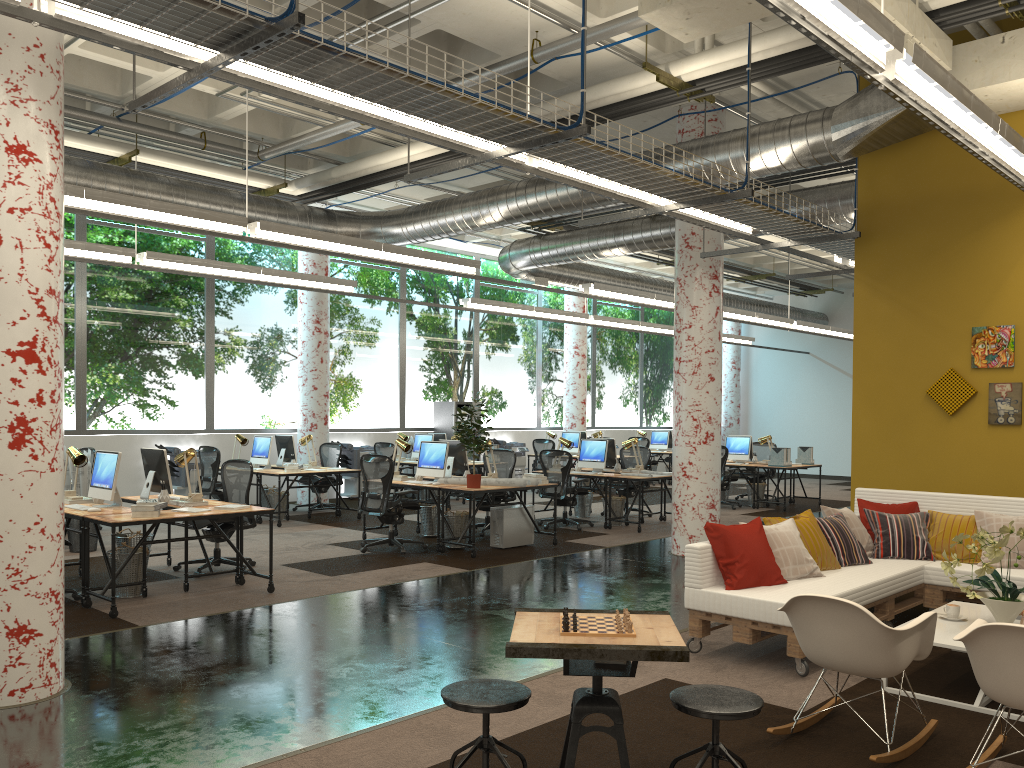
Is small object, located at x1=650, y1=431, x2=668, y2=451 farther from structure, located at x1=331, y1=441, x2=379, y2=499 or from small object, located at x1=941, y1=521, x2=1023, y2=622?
small object, located at x1=941, y1=521, x2=1023, y2=622

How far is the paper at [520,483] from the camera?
9.8 meters

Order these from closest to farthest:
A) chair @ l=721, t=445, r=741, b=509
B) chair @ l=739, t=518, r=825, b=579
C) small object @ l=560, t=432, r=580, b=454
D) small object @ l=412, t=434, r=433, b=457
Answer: chair @ l=739, t=518, r=825, b=579
chair @ l=721, t=445, r=741, b=509
small object @ l=412, t=434, r=433, b=457
small object @ l=560, t=432, r=580, b=454

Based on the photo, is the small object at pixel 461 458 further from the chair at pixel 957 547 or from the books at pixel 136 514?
the chair at pixel 957 547

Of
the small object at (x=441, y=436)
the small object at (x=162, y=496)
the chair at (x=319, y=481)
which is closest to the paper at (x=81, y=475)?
the small object at (x=162, y=496)

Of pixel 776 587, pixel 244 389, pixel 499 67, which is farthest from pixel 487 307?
pixel 776 587

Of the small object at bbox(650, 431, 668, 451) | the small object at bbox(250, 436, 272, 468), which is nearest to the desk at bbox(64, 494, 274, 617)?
the small object at bbox(250, 436, 272, 468)

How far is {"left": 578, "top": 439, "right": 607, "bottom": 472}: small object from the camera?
12.6 meters

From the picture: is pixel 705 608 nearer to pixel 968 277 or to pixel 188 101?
pixel 968 277

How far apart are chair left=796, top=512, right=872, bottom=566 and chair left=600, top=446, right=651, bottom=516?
6.9m
